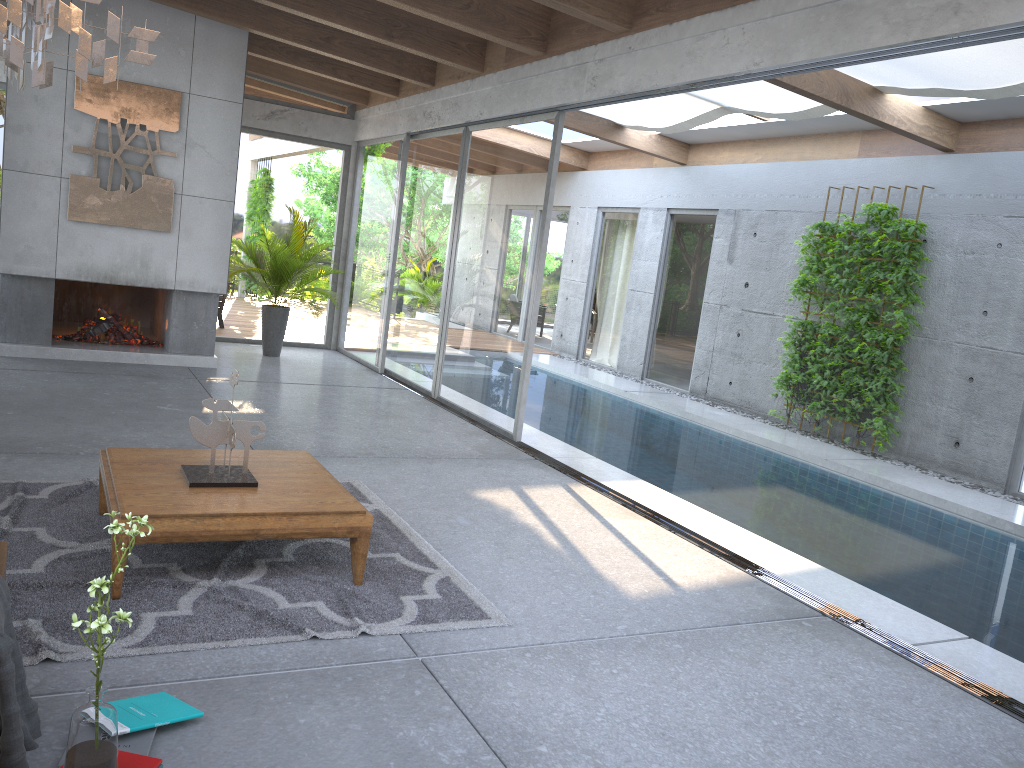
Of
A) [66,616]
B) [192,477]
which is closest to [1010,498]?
[192,477]

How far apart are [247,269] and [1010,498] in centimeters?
813cm

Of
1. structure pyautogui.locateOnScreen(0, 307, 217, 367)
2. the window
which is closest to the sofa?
the window

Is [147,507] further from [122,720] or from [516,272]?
[516,272]

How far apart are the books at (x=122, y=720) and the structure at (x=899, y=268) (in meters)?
7.70

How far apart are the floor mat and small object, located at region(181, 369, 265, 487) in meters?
0.3 m

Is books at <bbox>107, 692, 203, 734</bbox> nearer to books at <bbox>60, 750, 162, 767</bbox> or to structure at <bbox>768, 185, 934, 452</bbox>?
books at <bbox>60, 750, 162, 767</bbox>

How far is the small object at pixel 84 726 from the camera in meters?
2.2 m

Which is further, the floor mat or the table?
the table

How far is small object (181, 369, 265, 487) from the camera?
4.0 meters
